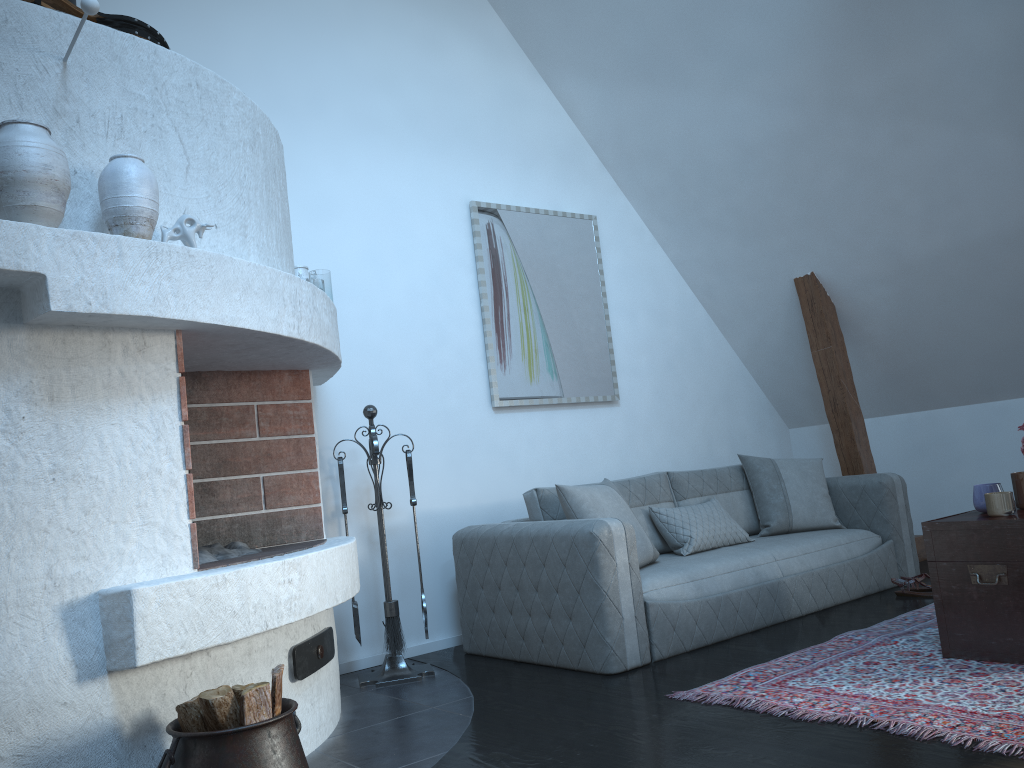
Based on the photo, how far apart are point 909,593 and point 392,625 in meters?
2.6

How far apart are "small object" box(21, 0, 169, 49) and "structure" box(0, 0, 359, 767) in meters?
0.0

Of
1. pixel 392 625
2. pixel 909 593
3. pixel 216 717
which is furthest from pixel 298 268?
pixel 909 593

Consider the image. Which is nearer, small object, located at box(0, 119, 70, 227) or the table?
small object, located at box(0, 119, 70, 227)

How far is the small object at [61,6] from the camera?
2.7 meters

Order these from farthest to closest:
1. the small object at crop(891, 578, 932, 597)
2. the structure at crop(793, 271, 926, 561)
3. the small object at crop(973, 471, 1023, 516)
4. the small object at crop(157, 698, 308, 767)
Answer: the structure at crop(793, 271, 926, 561), the small object at crop(891, 578, 932, 597), the small object at crop(973, 471, 1023, 516), the small object at crop(157, 698, 308, 767)

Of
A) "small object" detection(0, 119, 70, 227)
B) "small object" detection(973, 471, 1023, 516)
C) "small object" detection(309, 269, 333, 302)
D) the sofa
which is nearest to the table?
"small object" detection(973, 471, 1023, 516)

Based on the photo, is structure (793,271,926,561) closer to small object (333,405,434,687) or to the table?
the table

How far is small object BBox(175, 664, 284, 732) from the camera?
2.1m

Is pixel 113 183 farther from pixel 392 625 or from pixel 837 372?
pixel 837 372
